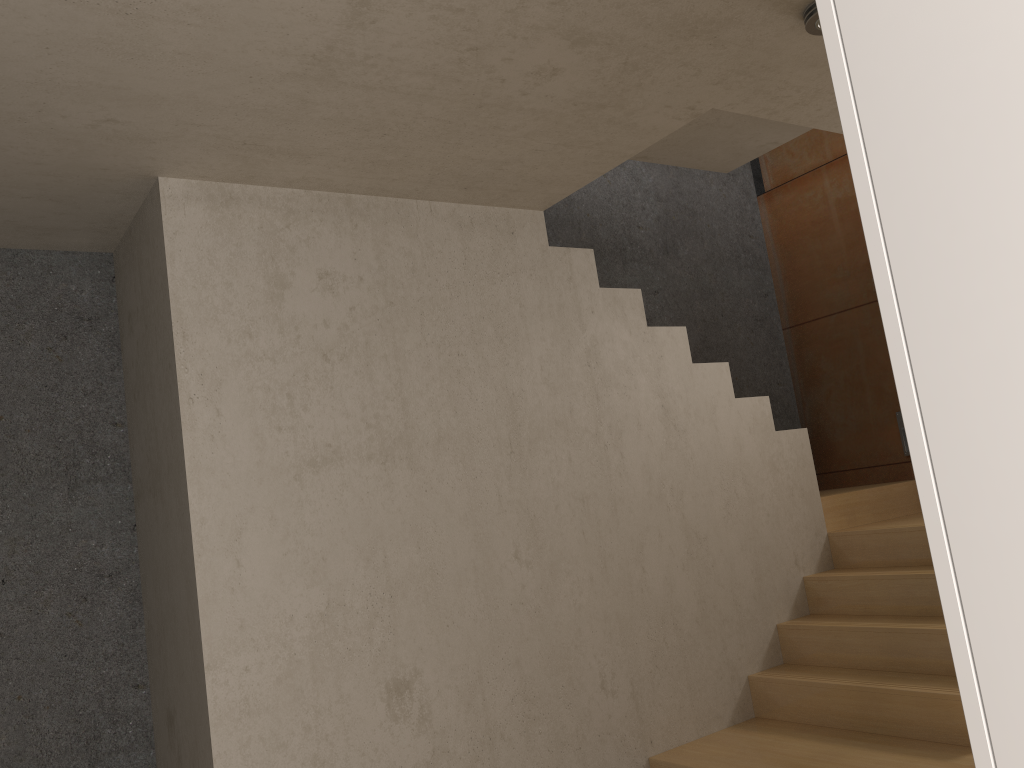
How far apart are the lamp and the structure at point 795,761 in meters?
2.3

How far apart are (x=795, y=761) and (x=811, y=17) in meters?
2.6

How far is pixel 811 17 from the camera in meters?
2.5 m

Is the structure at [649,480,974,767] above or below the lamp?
below

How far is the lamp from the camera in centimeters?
246cm

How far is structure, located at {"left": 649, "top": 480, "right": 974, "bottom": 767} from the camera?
3.3m

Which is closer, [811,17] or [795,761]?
[811,17]

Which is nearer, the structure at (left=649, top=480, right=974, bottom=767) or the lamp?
the lamp

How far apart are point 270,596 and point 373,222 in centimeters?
142cm

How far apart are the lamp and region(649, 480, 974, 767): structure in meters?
2.3 m
